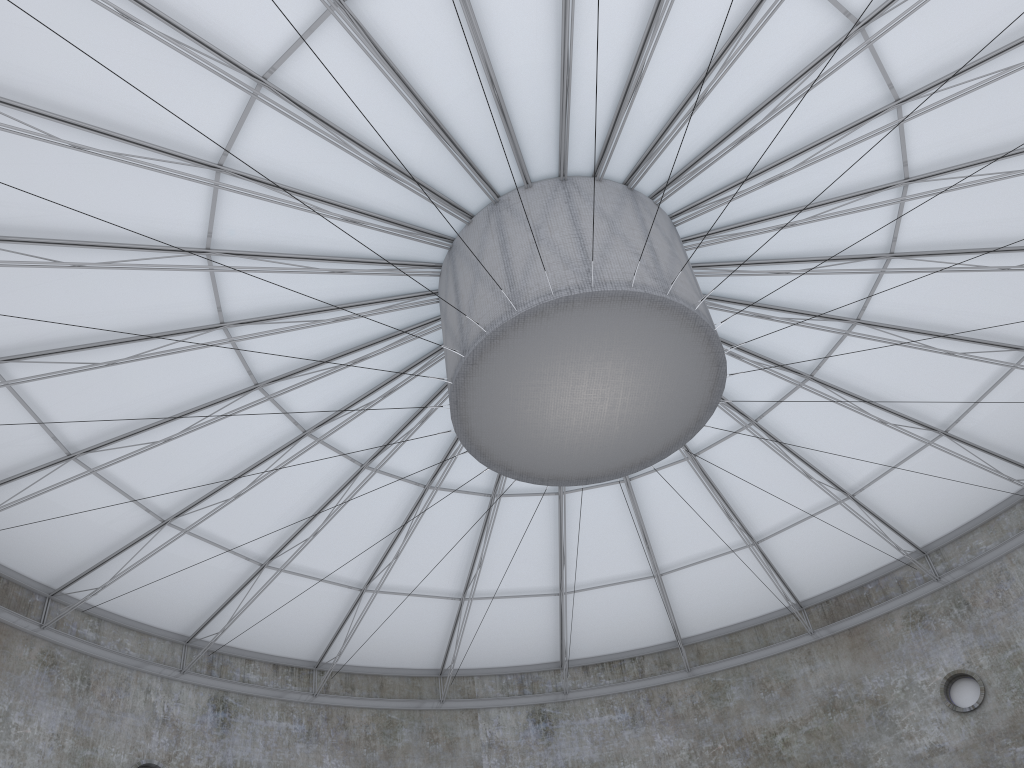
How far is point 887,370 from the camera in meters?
28.2 m

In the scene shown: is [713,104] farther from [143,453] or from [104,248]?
[143,453]

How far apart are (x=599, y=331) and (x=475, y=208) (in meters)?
5.18
